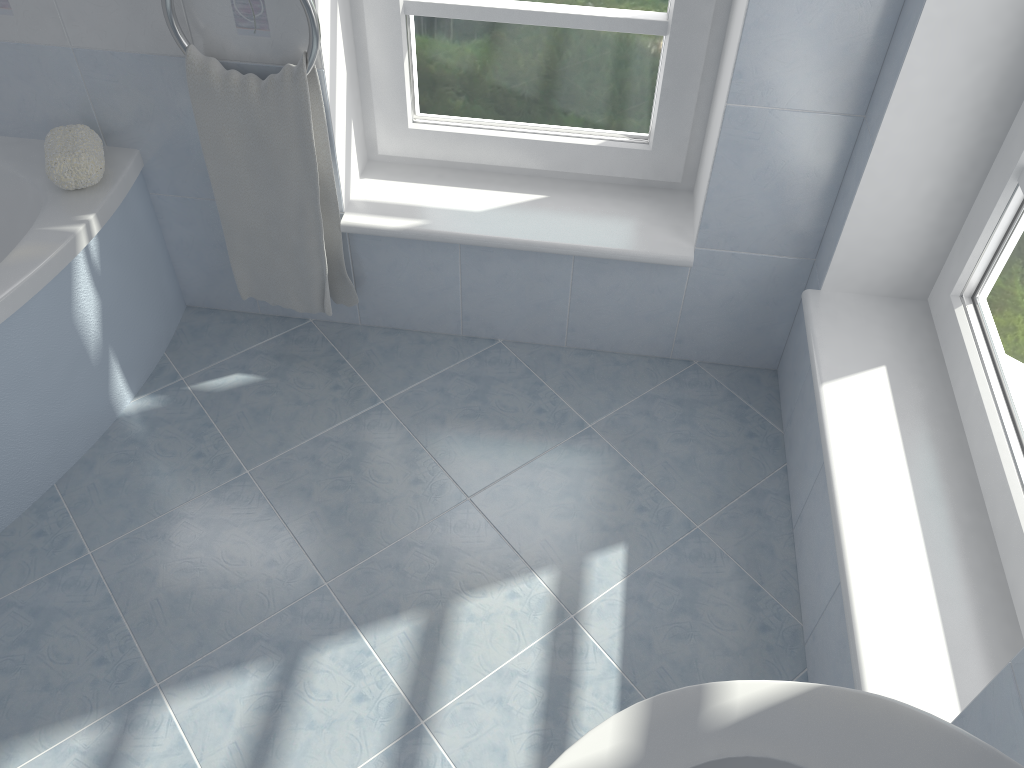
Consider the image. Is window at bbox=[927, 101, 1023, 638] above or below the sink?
below

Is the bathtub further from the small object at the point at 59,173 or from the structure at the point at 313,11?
the structure at the point at 313,11

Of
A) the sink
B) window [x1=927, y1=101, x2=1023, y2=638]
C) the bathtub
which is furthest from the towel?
the sink

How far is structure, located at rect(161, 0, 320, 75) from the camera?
1.6 meters

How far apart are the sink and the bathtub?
1.37m

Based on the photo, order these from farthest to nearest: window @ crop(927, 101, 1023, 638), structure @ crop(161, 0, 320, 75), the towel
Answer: the towel
structure @ crop(161, 0, 320, 75)
window @ crop(927, 101, 1023, 638)

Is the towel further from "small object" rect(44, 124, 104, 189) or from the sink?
the sink

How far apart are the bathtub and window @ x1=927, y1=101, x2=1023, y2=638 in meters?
1.6

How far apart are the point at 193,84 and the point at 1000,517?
1.58m

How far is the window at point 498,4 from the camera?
1.8m
